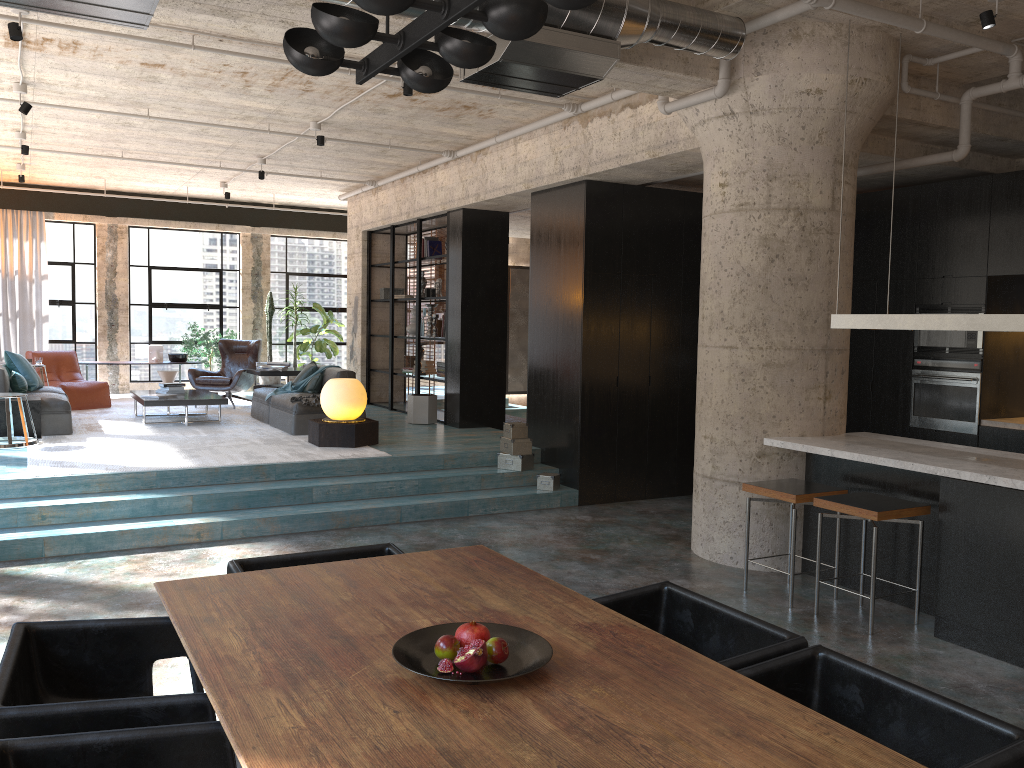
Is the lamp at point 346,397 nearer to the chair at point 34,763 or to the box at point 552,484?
the box at point 552,484

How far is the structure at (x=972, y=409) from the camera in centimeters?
763cm

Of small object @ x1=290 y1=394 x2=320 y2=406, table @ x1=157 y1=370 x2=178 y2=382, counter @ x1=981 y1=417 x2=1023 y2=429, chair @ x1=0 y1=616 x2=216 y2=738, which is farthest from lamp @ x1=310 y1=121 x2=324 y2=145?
chair @ x1=0 y1=616 x2=216 y2=738

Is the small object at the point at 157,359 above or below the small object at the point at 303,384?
above

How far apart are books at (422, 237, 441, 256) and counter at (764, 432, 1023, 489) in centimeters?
661cm

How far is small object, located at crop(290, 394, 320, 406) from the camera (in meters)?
9.55

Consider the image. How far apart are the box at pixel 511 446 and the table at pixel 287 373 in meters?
4.3 m

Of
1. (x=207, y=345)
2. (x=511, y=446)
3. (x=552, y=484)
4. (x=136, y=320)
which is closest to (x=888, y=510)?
(x=552, y=484)

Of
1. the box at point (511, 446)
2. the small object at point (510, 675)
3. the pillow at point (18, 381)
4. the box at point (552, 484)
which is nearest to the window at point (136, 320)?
the pillow at point (18, 381)

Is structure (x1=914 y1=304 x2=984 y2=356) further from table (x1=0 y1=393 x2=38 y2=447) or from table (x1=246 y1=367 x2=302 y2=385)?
table (x1=0 y1=393 x2=38 y2=447)
